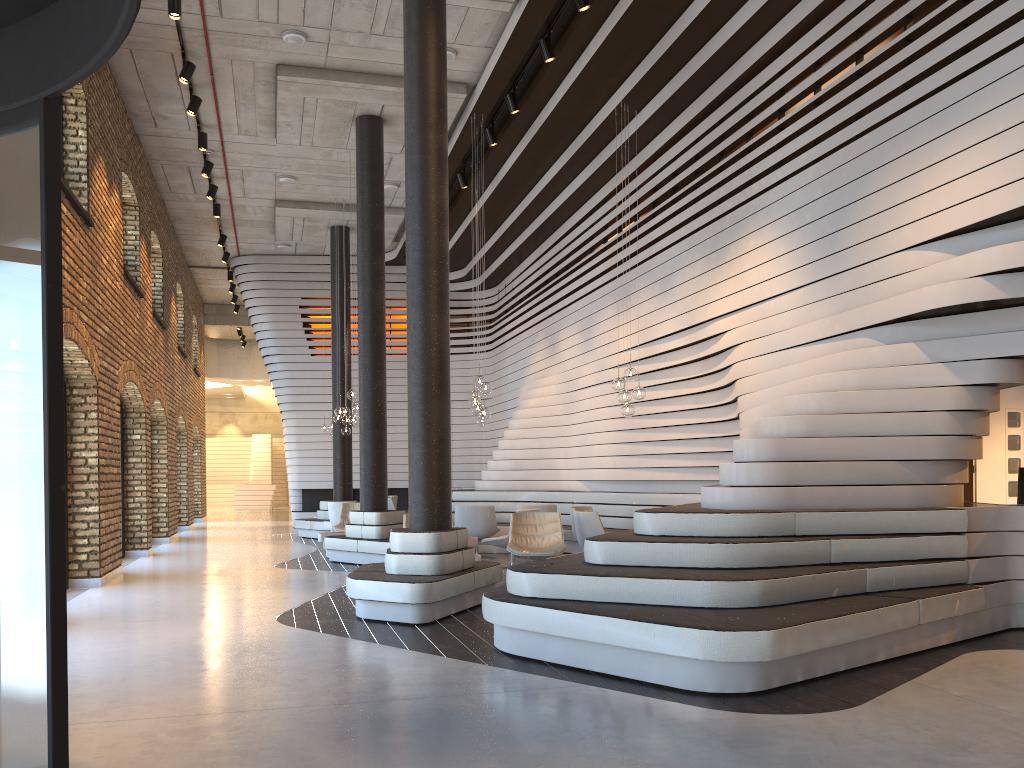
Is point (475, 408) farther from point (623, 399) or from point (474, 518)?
point (623, 399)

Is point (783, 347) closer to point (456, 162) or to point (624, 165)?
point (624, 165)

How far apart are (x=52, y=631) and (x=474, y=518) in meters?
9.3 m

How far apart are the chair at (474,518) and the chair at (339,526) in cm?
224

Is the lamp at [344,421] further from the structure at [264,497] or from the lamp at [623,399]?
the structure at [264,497]

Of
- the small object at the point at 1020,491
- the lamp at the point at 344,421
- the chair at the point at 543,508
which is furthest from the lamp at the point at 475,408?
the small object at the point at 1020,491

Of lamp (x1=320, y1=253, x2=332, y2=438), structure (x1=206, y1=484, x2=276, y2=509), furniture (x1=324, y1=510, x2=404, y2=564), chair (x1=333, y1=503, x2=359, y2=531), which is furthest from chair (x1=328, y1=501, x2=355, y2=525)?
structure (x1=206, y1=484, x2=276, y2=509)

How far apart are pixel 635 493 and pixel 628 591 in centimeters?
713cm

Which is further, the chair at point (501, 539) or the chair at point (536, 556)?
the chair at point (501, 539)

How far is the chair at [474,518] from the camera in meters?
12.1
